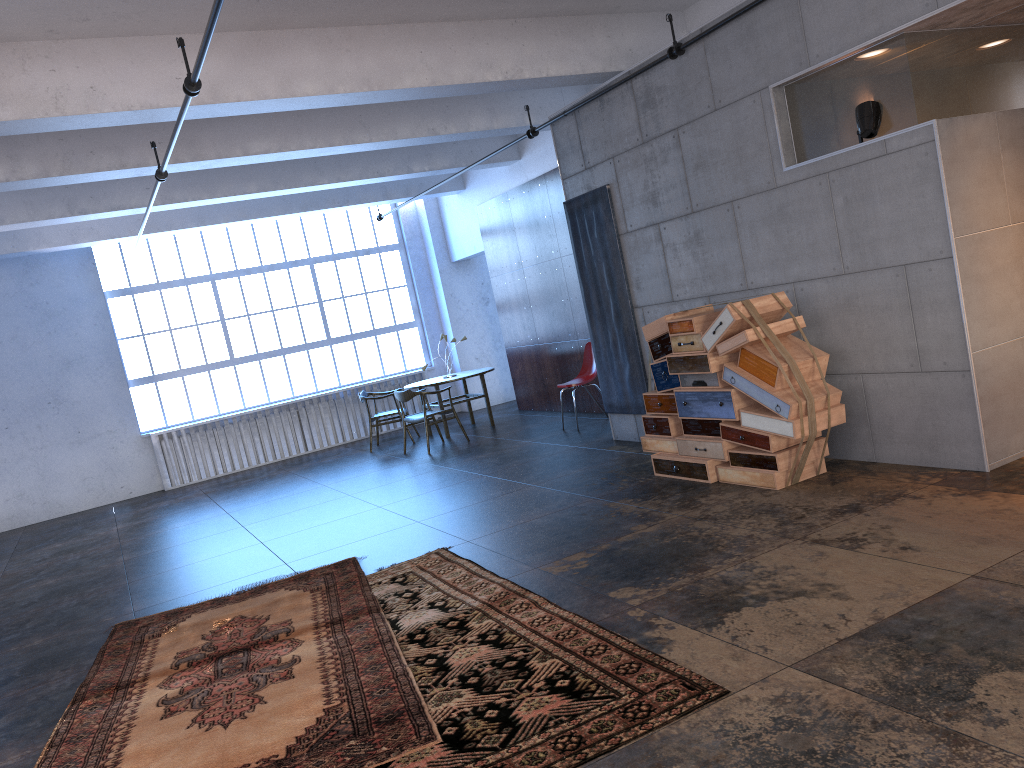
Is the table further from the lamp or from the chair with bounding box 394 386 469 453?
the lamp

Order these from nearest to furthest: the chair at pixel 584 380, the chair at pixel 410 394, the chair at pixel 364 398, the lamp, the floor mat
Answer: the floor mat, the lamp, the chair at pixel 584 380, the chair at pixel 410 394, the chair at pixel 364 398

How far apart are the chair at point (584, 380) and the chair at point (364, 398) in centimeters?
329cm

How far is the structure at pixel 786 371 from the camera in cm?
583

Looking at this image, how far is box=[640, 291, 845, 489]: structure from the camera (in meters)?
5.83

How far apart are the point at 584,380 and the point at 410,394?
2.23m

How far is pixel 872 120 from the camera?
5.6 meters

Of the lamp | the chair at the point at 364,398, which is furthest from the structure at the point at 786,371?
the chair at the point at 364,398

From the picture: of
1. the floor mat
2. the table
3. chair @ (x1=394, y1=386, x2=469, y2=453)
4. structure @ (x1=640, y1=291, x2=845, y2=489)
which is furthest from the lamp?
the table

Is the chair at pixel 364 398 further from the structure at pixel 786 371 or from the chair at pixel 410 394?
the structure at pixel 786 371
